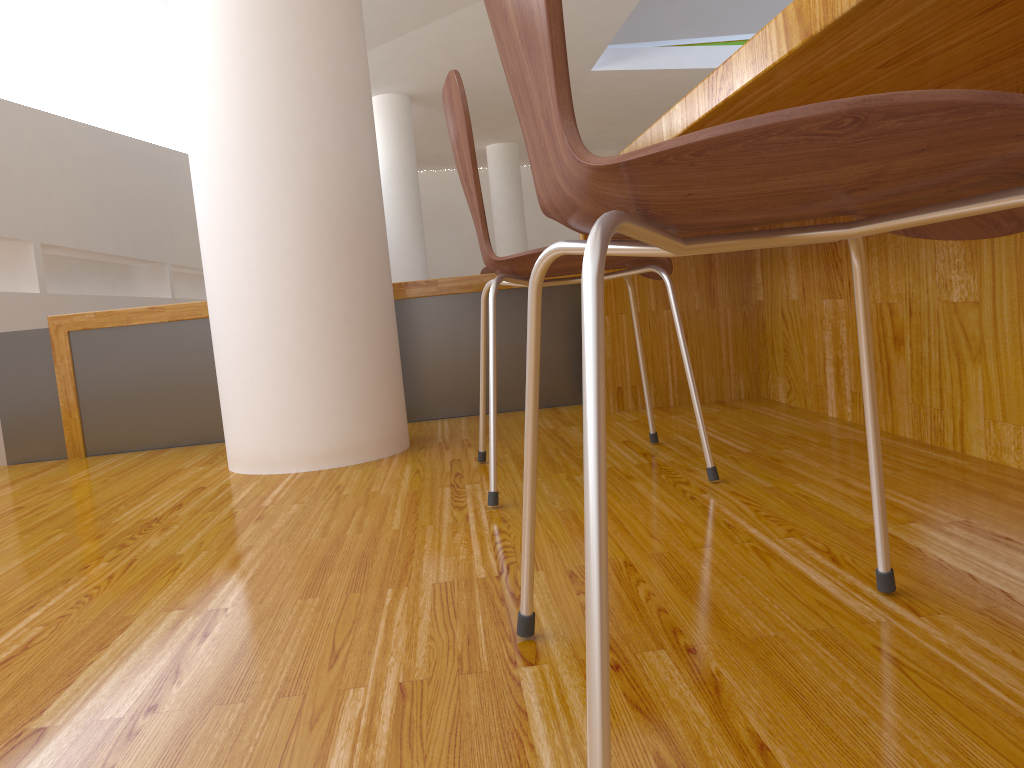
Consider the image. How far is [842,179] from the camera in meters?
0.5

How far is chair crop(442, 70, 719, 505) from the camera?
1.40m

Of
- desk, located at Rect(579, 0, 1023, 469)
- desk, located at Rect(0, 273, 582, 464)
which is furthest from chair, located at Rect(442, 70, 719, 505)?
desk, located at Rect(0, 273, 582, 464)

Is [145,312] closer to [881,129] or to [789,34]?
[789,34]

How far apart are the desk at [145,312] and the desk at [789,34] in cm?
25

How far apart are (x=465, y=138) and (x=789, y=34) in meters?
0.6 m

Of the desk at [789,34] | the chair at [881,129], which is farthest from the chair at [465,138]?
the chair at [881,129]

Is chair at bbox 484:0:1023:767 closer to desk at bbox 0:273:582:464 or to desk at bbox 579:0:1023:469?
desk at bbox 579:0:1023:469

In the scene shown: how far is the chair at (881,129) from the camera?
0.4 meters

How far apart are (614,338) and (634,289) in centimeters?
14cm
